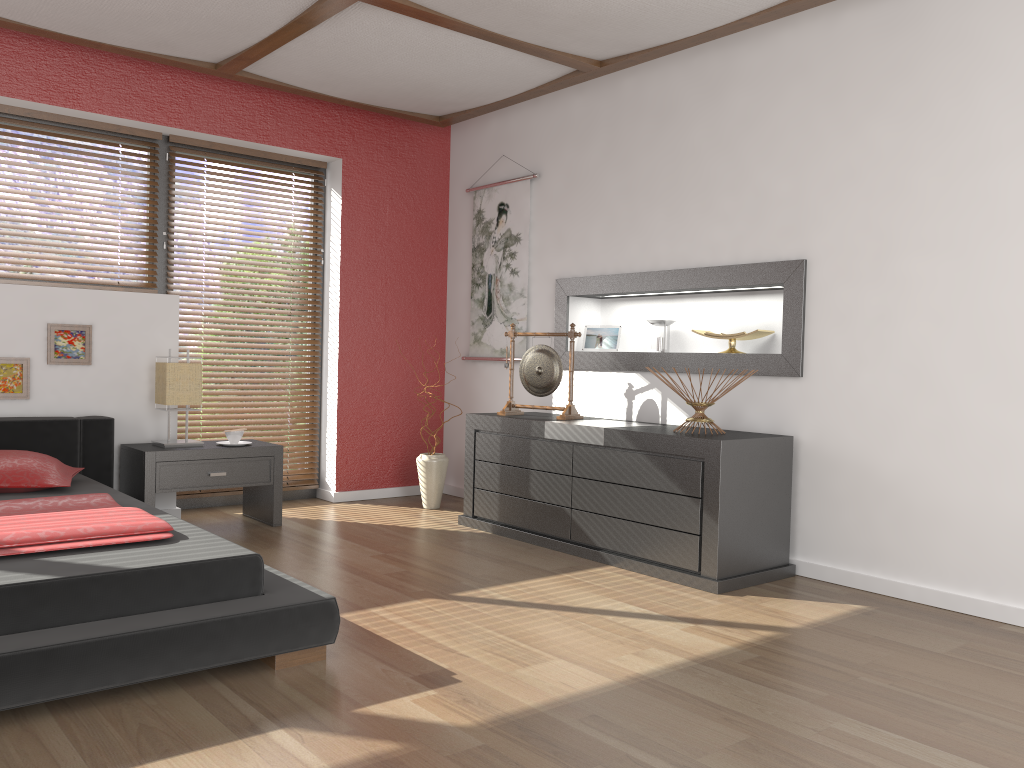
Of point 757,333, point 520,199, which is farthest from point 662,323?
point 520,199

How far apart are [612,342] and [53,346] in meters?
2.9

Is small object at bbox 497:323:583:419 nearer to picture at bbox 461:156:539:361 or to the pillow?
picture at bbox 461:156:539:361

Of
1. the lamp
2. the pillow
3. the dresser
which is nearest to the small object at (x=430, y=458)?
the dresser

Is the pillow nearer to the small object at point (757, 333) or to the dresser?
the dresser

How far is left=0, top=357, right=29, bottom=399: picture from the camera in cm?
420

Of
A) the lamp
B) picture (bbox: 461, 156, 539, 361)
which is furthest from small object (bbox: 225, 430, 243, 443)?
picture (bbox: 461, 156, 539, 361)

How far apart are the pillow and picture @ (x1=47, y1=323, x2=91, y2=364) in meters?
0.7 m

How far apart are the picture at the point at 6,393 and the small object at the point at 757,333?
3.29m

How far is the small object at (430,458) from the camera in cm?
524
